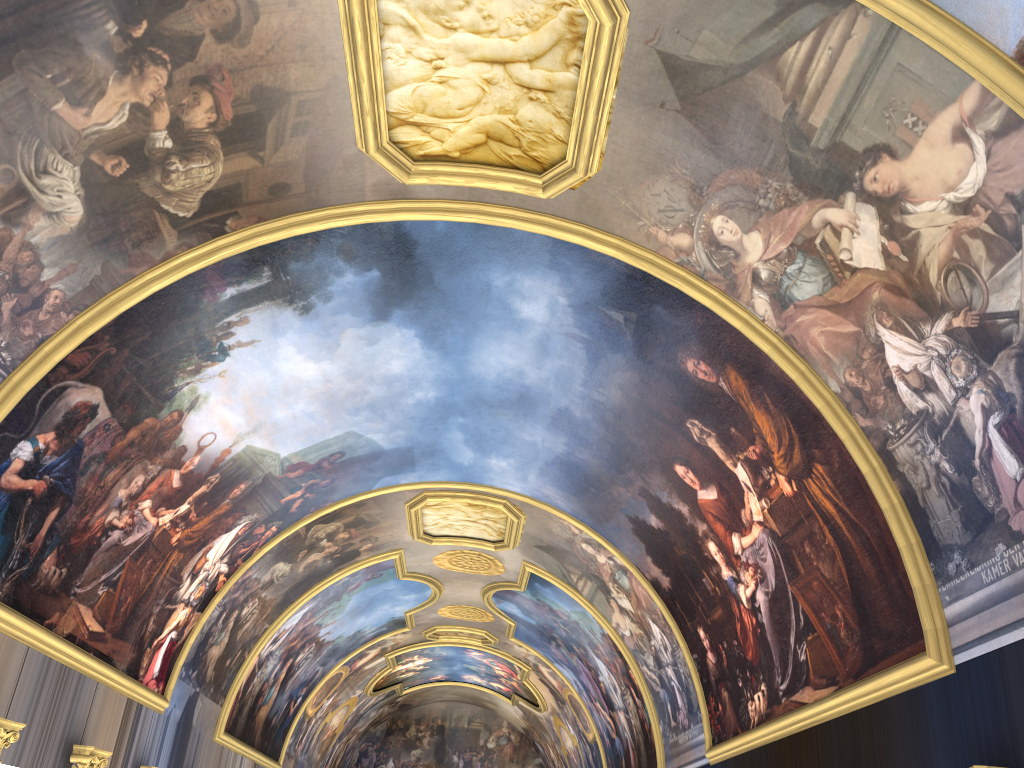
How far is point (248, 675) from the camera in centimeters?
2348cm
